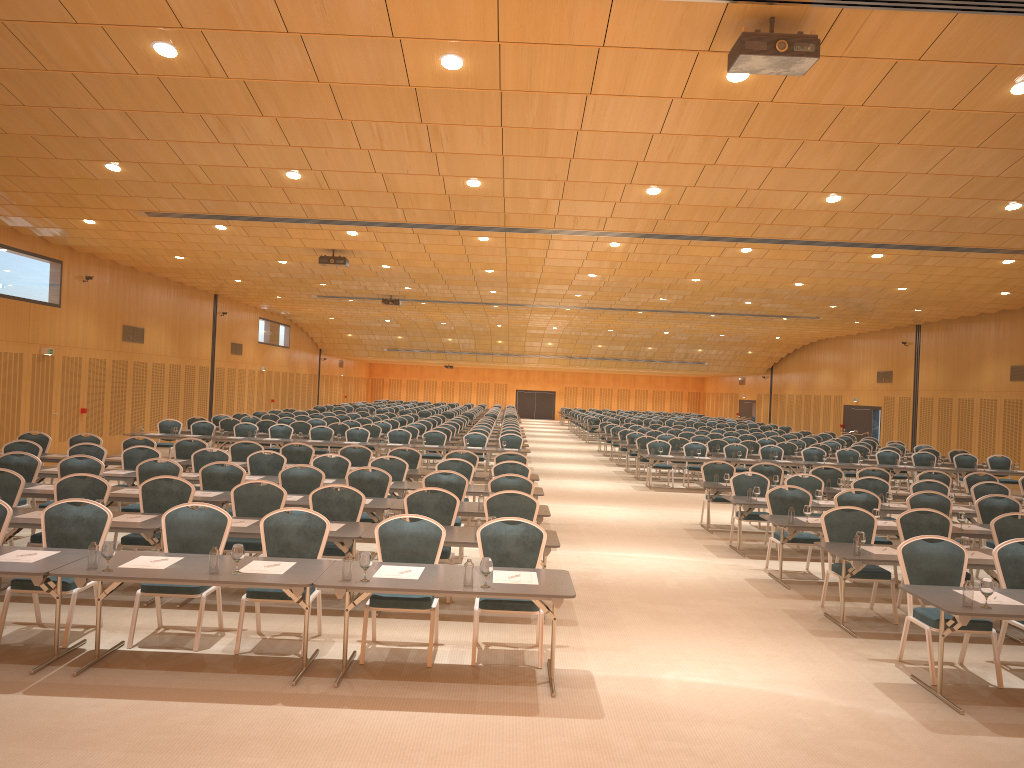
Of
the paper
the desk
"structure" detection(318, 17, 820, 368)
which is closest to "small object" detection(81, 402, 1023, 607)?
the desk

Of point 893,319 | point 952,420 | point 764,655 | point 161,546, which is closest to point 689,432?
point 893,319

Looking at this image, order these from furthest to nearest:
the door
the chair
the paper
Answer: the door, the chair, the paper

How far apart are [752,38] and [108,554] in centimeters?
602cm

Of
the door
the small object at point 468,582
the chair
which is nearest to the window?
the door

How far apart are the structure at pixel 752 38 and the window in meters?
19.2

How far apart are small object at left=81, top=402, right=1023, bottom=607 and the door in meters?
26.8

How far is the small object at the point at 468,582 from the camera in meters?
6.4

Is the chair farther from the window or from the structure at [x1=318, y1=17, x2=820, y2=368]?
the structure at [x1=318, y1=17, x2=820, y2=368]

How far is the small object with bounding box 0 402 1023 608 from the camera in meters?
6.4
